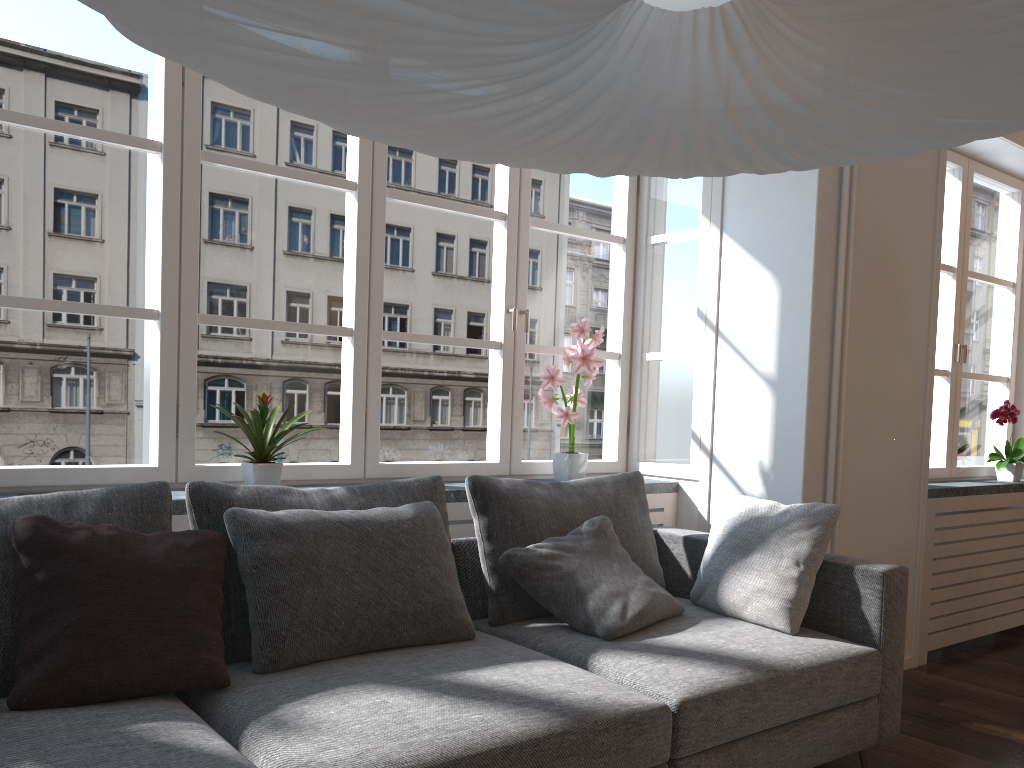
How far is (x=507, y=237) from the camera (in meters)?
3.71

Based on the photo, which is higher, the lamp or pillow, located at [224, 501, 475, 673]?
the lamp

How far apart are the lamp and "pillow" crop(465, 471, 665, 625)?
1.7 meters

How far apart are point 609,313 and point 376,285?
29.37m

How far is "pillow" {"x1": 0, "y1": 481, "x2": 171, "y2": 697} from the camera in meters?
1.9 m

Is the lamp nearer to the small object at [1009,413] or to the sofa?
the sofa

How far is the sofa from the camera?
1.7m

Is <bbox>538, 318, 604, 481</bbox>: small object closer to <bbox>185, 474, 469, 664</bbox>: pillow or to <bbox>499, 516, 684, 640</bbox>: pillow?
A: <bbox>499, 516, 684, 640</bbox>: pillow

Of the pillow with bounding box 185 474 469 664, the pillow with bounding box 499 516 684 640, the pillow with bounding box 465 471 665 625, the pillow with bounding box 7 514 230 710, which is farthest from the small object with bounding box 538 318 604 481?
the pillow with bounding box 7 514 230 710

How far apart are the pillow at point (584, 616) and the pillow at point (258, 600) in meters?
0.2 m
